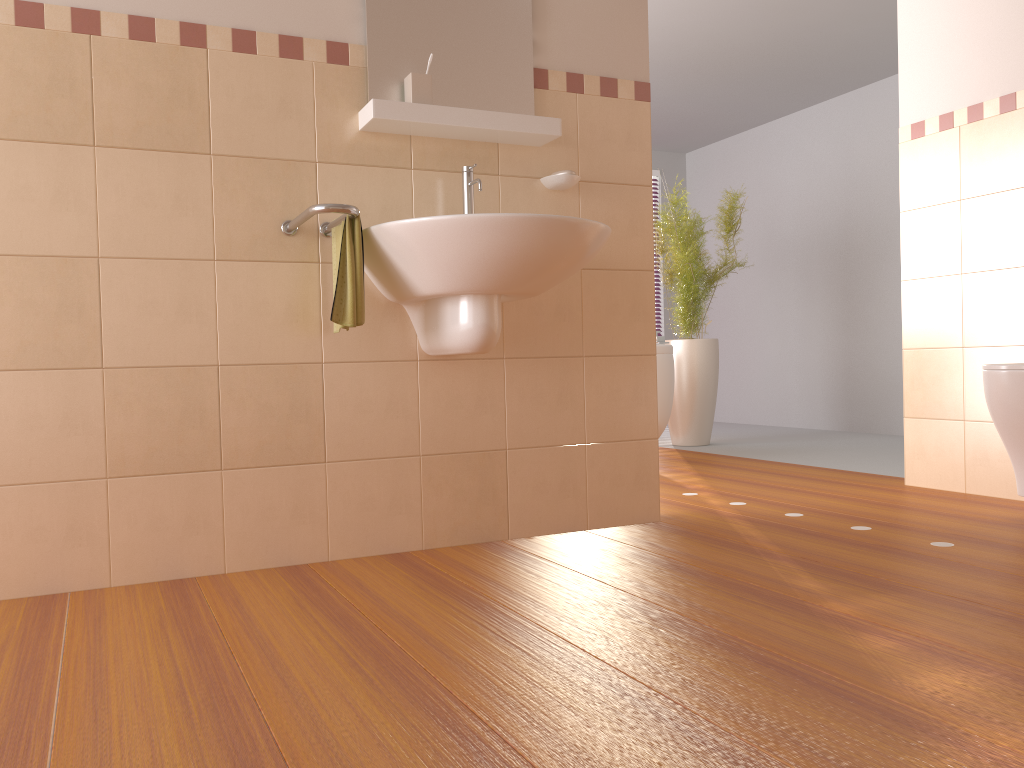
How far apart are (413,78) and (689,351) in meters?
3.2

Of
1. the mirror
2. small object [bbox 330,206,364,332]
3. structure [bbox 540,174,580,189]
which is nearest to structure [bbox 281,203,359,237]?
small object [bbox 330,206,364,332]

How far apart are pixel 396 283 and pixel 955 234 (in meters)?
2.16

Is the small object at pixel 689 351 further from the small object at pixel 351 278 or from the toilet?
the small object at pixel 351 278

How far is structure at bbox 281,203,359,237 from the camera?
2.0 meters

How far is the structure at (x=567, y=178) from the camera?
2.6m

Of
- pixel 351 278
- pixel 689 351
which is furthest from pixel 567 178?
pixel 689 351

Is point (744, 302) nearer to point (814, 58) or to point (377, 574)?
point (814, 58)

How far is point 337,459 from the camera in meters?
2.4

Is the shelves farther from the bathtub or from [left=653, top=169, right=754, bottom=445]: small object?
[left=653, top=169, right=754, bottom=445]: small object
